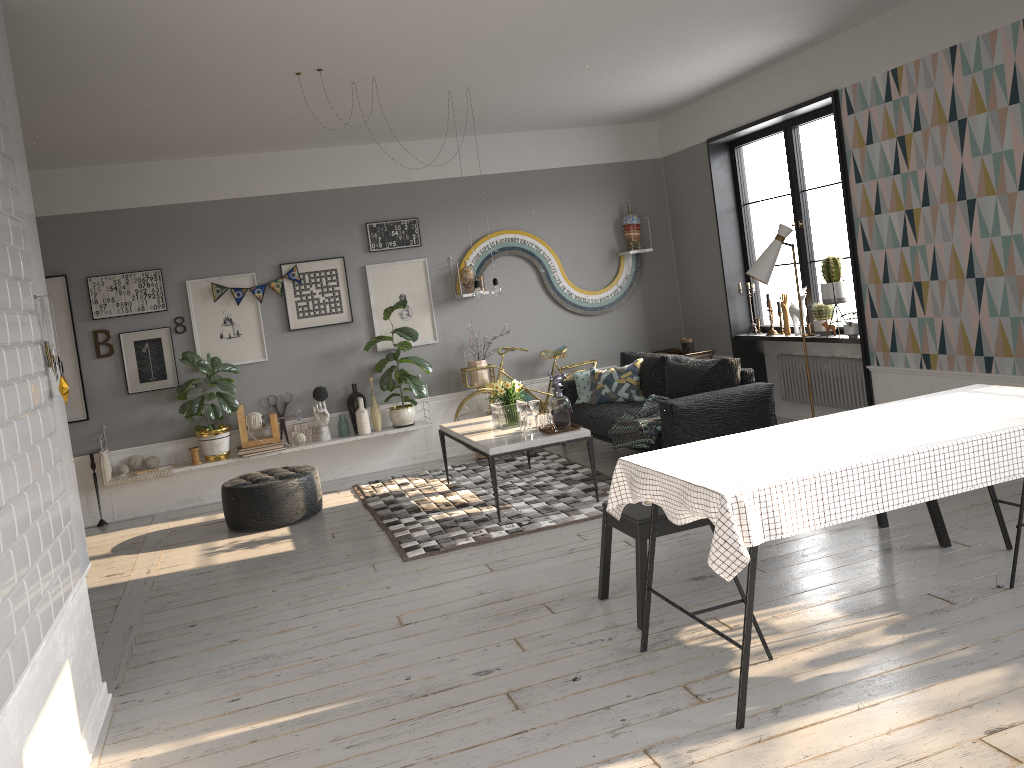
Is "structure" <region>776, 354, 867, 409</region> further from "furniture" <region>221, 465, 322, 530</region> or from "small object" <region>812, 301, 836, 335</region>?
"furniture" <region>221, 465, 322, 530</region>

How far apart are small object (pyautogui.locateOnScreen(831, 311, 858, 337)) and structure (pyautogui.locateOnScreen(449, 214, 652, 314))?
2.5m

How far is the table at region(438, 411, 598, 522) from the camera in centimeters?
580cm

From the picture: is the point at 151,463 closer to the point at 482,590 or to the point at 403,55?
the point at 482,590

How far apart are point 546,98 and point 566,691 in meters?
5.0

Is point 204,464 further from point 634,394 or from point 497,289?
point 634,394

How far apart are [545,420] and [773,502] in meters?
3.3 m

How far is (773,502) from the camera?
2.9 meters

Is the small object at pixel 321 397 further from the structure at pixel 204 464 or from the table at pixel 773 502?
the table at pixel 773 502

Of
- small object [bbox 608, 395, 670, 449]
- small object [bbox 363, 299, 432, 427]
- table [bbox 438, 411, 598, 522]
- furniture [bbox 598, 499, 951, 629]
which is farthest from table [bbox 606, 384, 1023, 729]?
small object [bbox 363, 299, 432, 427]
